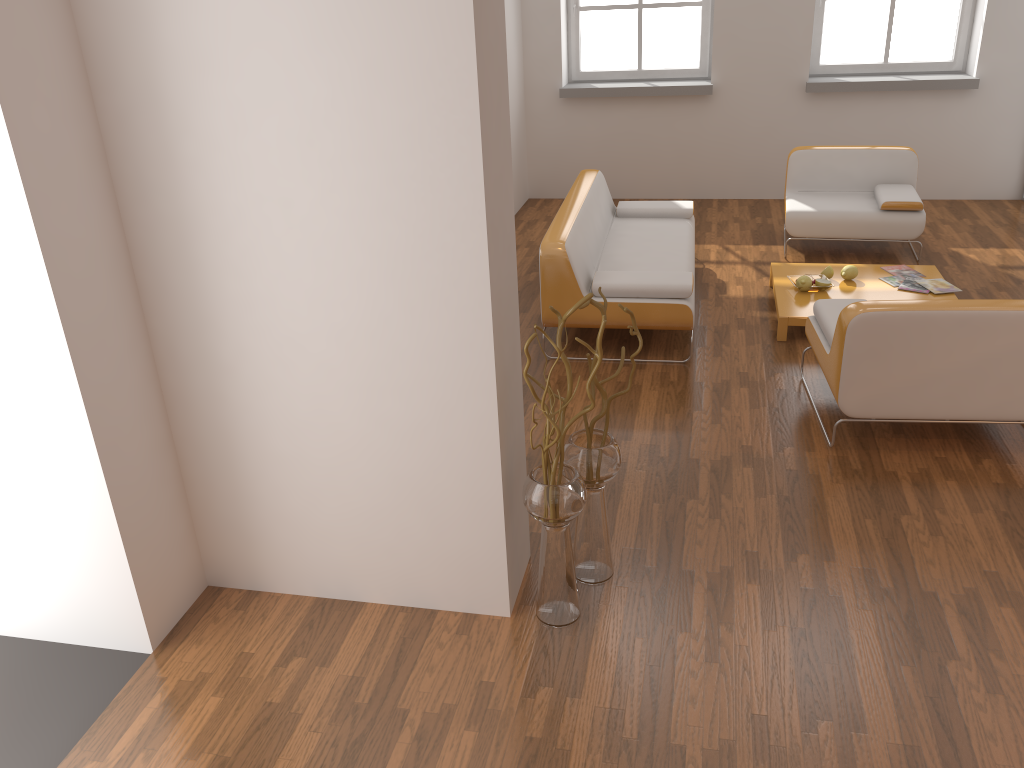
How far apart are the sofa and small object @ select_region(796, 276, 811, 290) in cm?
64

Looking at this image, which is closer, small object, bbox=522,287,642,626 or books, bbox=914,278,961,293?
small object, bbox=522,287,642,626

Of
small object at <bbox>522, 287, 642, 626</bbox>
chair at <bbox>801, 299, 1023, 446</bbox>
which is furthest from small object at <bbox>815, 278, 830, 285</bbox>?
small object at <bbox>522, 287, 642, 626</bbox>

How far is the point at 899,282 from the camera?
5.34m

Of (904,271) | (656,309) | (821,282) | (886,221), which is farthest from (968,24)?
(656,309)

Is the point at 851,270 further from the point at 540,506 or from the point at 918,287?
the point at 540,506

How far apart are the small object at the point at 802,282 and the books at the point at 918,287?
0.6m

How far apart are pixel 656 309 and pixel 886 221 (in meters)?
2.38

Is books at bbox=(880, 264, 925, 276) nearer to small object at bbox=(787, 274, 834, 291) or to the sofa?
small object at bbox=(787, 274, 834, 291)

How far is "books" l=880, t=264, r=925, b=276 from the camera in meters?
5.5
